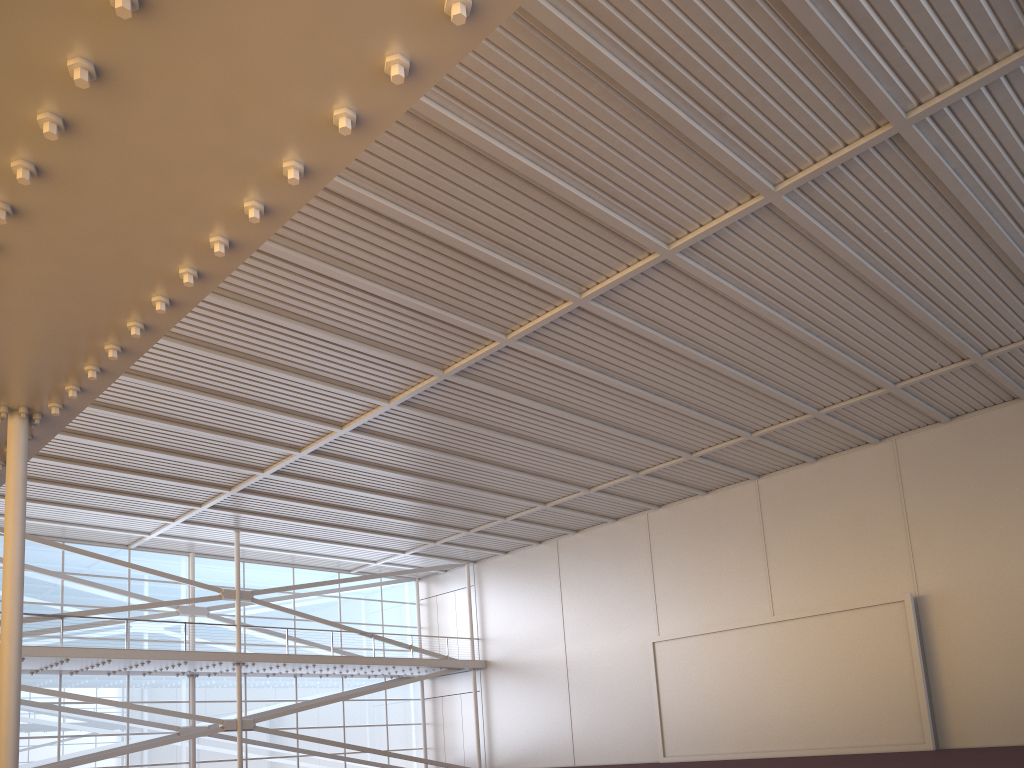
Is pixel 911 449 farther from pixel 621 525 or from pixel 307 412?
pixel 307 412
